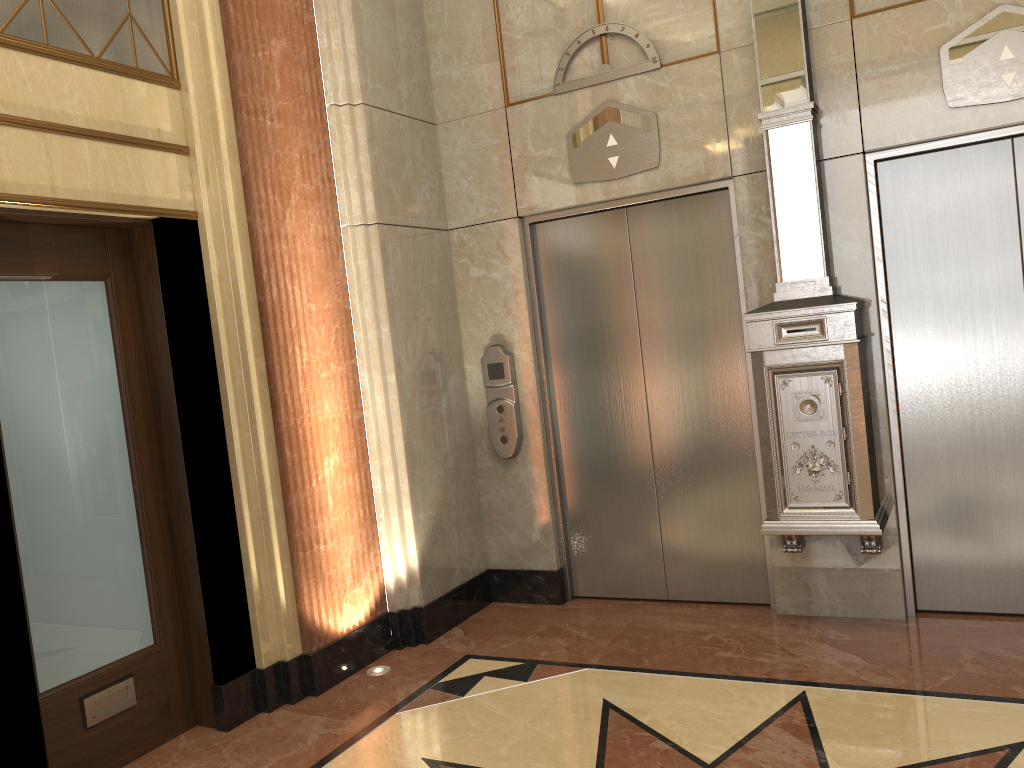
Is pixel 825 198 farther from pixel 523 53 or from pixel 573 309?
pixel 523 53

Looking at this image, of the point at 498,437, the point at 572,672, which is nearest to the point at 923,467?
the point at 572,672
